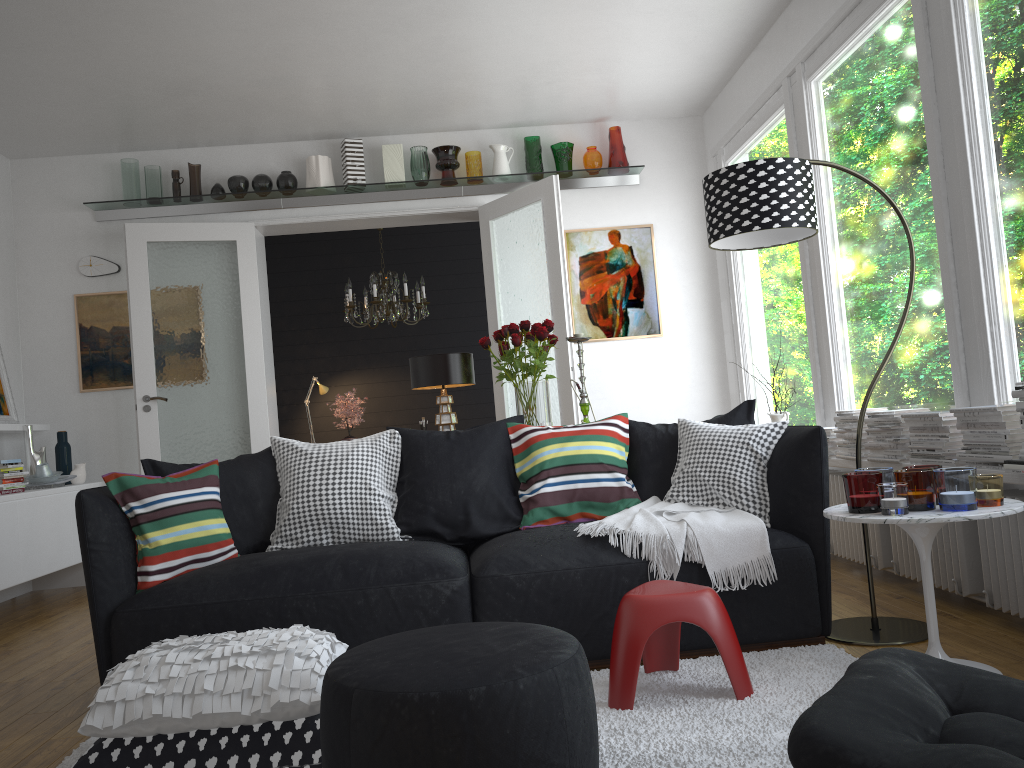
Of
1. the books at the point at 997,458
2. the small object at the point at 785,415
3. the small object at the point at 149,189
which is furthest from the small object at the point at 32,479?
the books at the point at 997,458

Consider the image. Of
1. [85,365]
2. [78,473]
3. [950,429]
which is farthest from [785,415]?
[85,365]

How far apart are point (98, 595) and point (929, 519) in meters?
2.6

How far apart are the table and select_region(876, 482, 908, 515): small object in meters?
0.0 m

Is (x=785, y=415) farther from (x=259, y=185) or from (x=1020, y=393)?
(x=259, y=185)

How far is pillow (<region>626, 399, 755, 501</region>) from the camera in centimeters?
357cm

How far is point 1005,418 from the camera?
3.0m

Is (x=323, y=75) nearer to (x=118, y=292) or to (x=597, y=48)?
(x=597, y=48)

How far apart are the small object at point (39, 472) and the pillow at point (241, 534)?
2.7 meters

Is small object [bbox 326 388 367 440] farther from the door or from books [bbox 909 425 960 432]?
books [bbox 909 425 960 432]
